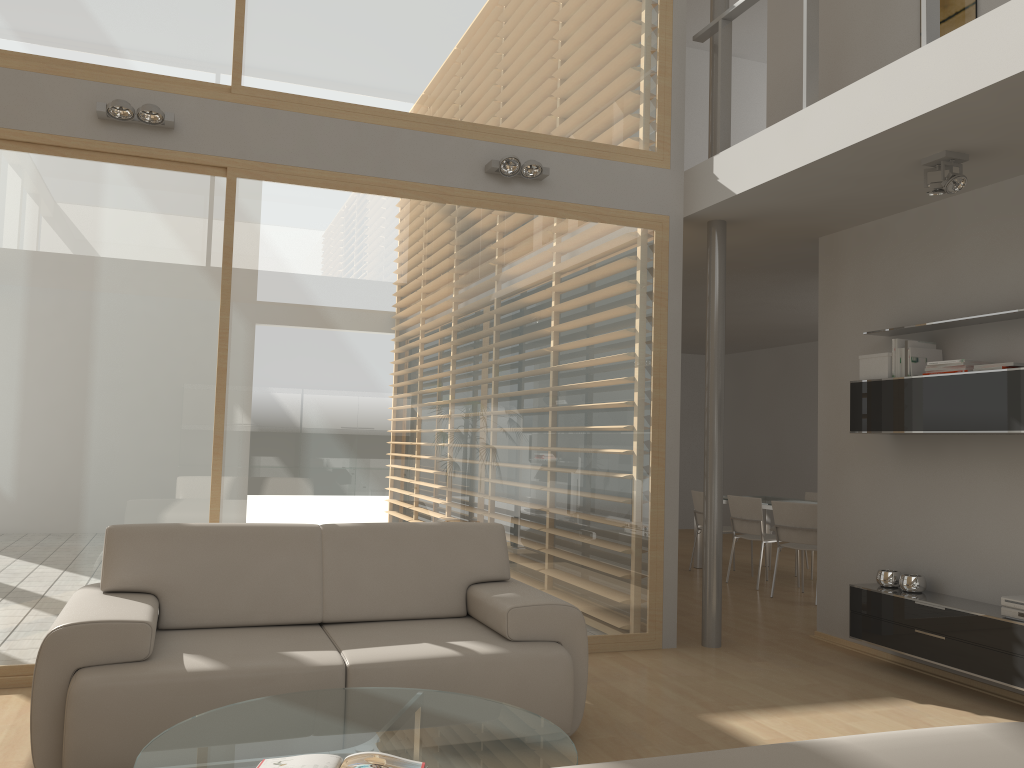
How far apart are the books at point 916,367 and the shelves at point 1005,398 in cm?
9

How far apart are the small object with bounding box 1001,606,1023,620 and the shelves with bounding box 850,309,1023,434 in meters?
0.9 m

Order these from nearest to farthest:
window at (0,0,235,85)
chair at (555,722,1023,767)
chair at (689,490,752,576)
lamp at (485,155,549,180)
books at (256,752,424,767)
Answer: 1. chair at (555,722,1023,767)
2. books at (256,752,424,767)
3. window at (0,0,235,85)
4. lamp at (485,155,549,180)
5. chair at (689,490,752,576)

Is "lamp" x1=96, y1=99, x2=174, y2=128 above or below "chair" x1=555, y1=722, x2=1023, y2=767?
above

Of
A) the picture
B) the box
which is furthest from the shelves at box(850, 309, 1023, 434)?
the picture

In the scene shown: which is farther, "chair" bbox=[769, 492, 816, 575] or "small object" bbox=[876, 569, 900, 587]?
"chair" bbox=[769, 492, 816, 575]

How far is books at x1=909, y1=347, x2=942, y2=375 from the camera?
4.94m

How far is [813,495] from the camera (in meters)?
9.28

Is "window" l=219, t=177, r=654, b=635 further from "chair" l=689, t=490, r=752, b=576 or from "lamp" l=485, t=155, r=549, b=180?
"chair" l=689, t=490, r=752, b=576

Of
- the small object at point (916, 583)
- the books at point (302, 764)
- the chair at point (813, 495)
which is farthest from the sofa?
the chair at point (813, 495)
